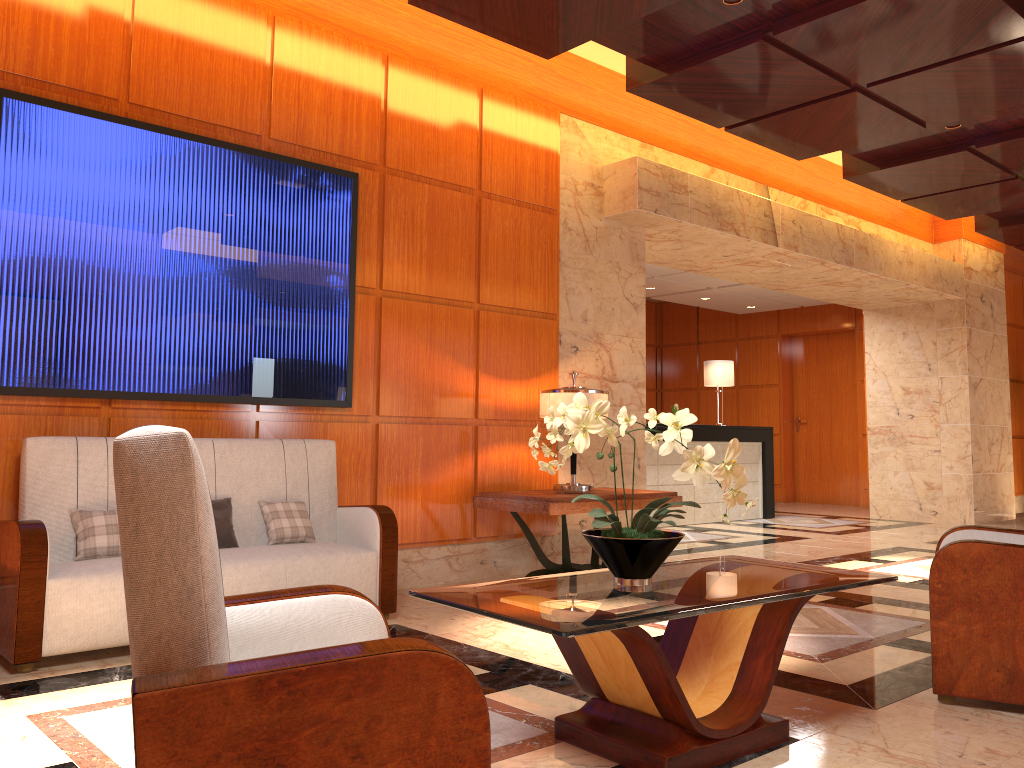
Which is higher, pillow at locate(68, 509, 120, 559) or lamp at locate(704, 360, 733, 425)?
lamp at locate(704, 360, 733, 425)

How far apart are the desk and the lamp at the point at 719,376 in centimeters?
62cm

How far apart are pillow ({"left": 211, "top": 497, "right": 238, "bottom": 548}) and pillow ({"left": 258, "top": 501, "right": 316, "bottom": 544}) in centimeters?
19cm

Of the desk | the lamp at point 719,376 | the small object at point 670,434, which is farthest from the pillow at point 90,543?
the lamp at point 719,376

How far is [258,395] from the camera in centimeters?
497cm

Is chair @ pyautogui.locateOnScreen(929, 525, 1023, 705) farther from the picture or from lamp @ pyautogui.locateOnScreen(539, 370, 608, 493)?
the picture

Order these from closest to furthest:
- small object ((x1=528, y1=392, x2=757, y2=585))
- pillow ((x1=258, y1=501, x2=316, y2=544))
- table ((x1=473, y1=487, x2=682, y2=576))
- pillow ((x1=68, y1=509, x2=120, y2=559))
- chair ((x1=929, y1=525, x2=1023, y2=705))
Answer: small object ((x1=528, y1=392, x2=757, y2=585))
chair ((x1=929, y1=525, x2=1023, y2=705))
pillow ((x1=68, y1=509, x2=120, y2=559))
pillow ((x1=258, y1=501, x2=316, y2=544))
table ((x1=473, y1=487, x2=682, y2=576))

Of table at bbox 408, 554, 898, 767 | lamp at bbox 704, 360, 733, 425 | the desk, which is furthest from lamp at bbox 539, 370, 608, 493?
lamp at bbox 704, 360, 733, 425

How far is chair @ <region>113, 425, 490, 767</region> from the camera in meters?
1.4 m

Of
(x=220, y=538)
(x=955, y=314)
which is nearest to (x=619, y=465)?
(x=220, y=538)
